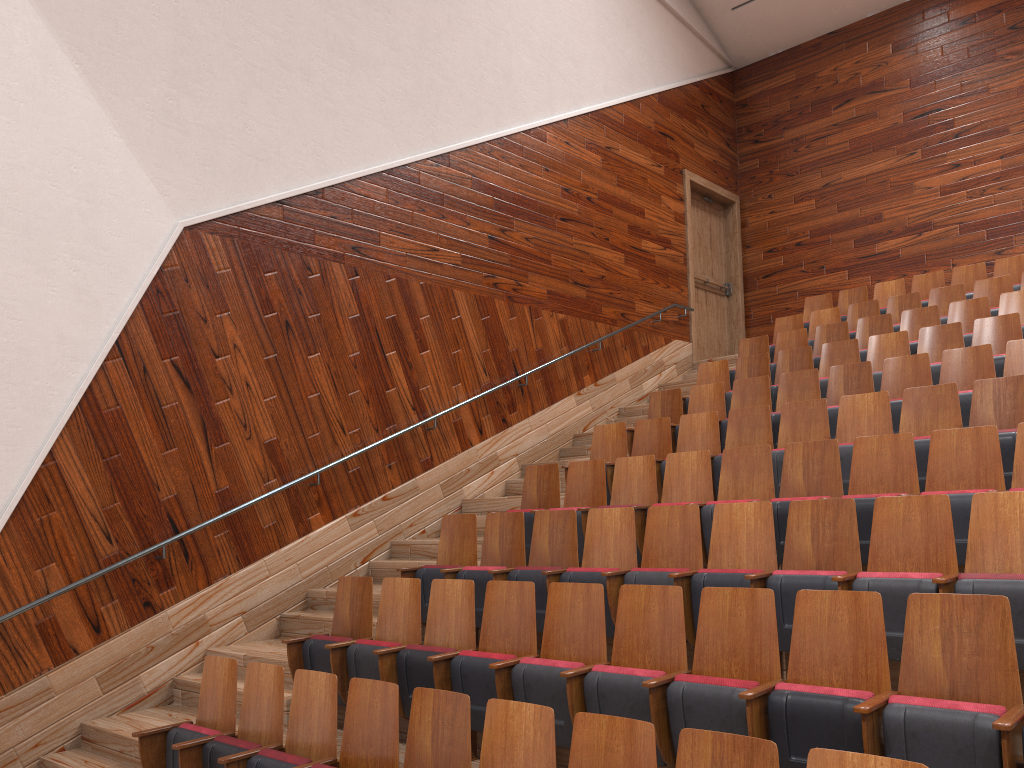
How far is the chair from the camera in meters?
0.3

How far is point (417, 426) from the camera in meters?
0.7 m

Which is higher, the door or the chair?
the door

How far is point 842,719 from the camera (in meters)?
0.27

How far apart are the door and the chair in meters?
0.1 m

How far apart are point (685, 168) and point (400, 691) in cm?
87

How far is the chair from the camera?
0.3m

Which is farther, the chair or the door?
the door
